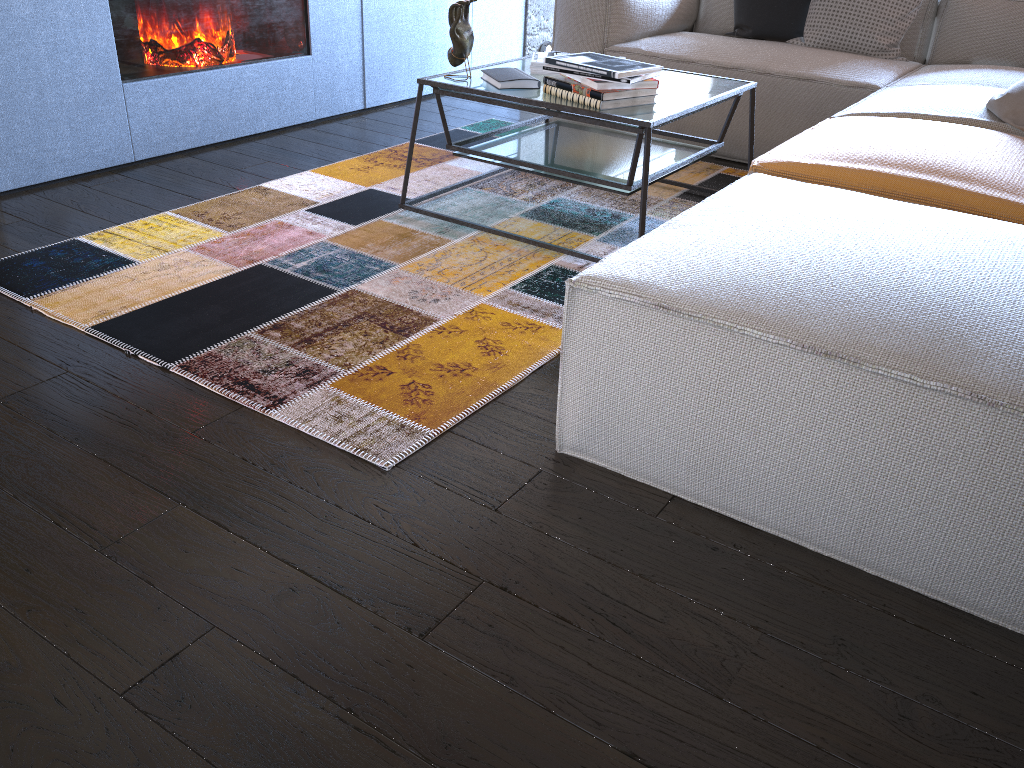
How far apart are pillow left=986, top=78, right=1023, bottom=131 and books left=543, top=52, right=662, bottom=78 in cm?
96

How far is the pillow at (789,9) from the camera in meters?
3.7

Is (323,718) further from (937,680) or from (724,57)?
(724,57)

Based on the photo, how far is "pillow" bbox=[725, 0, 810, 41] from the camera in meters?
3.7 m

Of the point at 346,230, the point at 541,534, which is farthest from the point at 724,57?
the point at 541,534

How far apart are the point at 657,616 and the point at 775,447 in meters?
0.3

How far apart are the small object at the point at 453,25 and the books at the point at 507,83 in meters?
0.1

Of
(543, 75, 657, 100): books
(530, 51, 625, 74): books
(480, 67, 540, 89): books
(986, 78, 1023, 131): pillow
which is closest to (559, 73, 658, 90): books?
(543, 75, 657, 100): books

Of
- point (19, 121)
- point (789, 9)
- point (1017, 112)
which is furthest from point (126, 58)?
point (1017, 112)

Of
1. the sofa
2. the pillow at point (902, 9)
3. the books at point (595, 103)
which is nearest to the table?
the books at point (595, 103)
